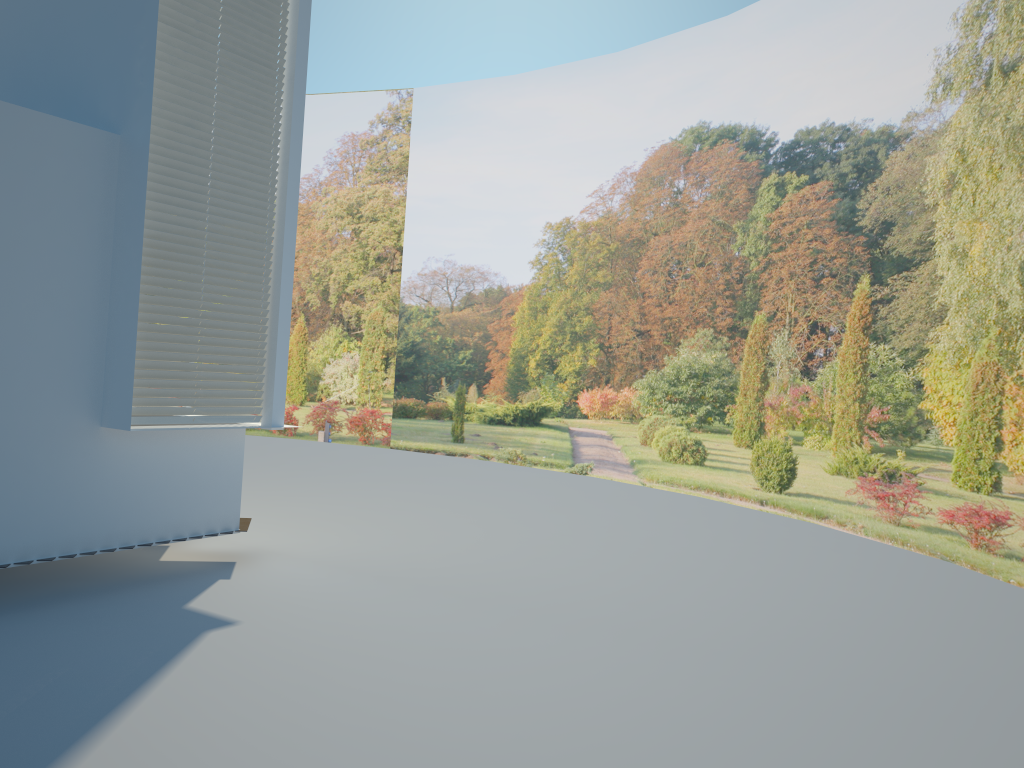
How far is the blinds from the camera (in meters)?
5.73

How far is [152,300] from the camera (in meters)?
5.73

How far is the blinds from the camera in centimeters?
573cm
